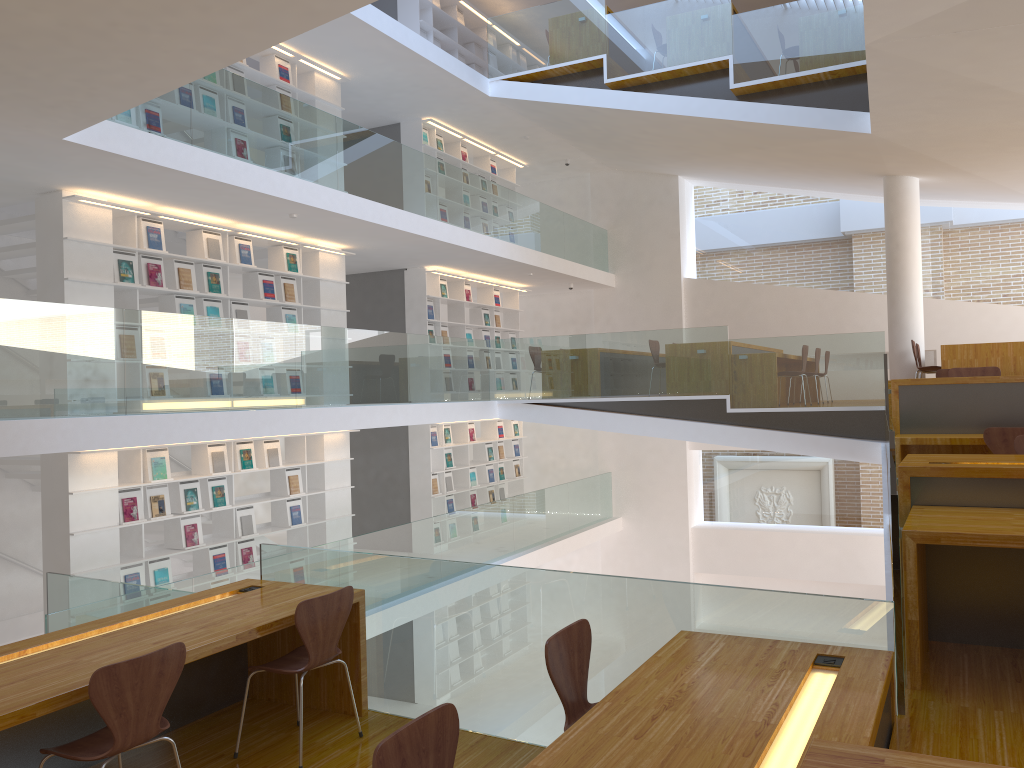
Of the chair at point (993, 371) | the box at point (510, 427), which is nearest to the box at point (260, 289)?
the box at point (510, 427)

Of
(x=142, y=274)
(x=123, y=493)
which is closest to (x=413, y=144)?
(x=142, y=274)

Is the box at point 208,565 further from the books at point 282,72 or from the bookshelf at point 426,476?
the books at point 282,72

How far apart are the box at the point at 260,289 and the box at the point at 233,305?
0.2 meters

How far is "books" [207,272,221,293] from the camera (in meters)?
8.56

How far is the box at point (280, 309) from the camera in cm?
947

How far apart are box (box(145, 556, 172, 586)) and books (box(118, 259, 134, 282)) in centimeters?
251cm

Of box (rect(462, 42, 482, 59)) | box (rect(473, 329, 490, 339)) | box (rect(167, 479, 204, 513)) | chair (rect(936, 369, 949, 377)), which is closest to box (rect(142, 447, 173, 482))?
box (rect(167, 479, 204, 513))

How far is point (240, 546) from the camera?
8.8m

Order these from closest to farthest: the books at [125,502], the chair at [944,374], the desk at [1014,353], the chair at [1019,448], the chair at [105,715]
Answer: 1. the chair at [105,715]
2. the chair at [1019,448]
3. the books at [125,502]
4. the chair at [944,374]
5. the desk at [1014,353]
